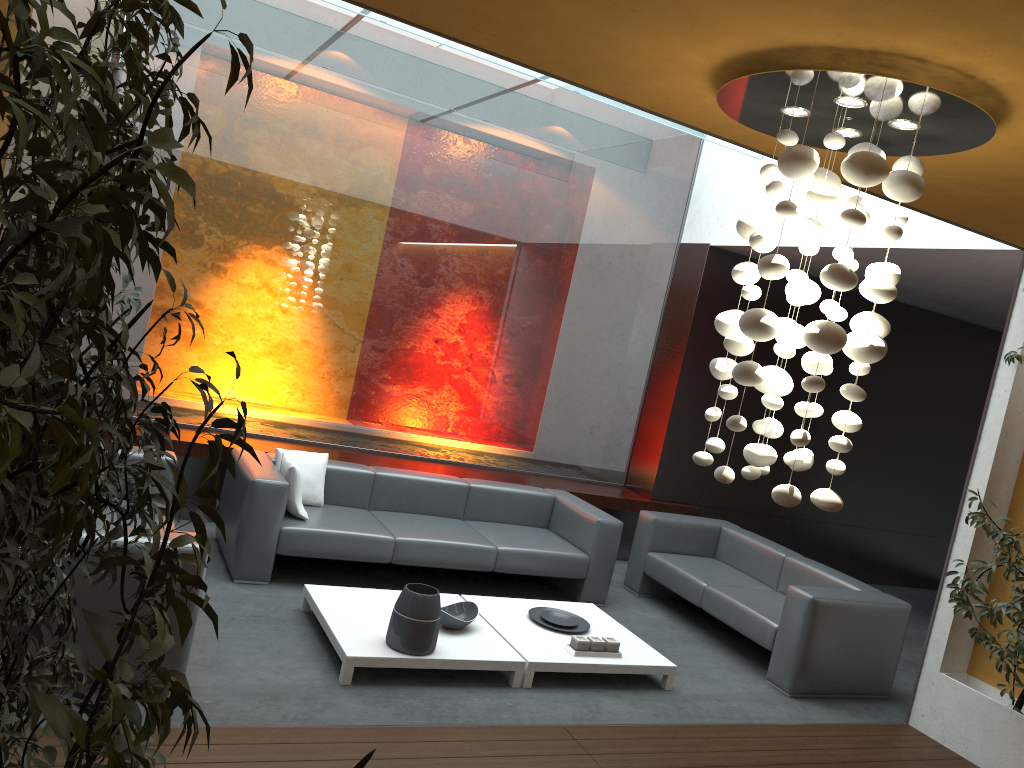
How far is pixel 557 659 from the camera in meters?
4.9 m

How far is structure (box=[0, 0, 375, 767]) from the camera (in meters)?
0.90

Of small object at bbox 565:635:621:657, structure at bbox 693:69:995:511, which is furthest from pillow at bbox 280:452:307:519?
structure at bbox 693:69:995:511

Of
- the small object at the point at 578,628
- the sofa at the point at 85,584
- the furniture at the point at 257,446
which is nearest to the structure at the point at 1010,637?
the small object at the point at 578,628

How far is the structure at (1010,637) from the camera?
4.8 meters

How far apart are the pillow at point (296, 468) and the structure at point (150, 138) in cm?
240

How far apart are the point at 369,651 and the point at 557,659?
1.1m

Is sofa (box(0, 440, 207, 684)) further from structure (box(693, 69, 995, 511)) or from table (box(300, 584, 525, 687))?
structure (box(693, 69, 995, 511))

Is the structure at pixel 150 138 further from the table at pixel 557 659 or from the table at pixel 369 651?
the table at pixel 557 659

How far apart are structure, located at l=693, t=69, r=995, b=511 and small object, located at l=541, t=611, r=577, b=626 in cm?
227
